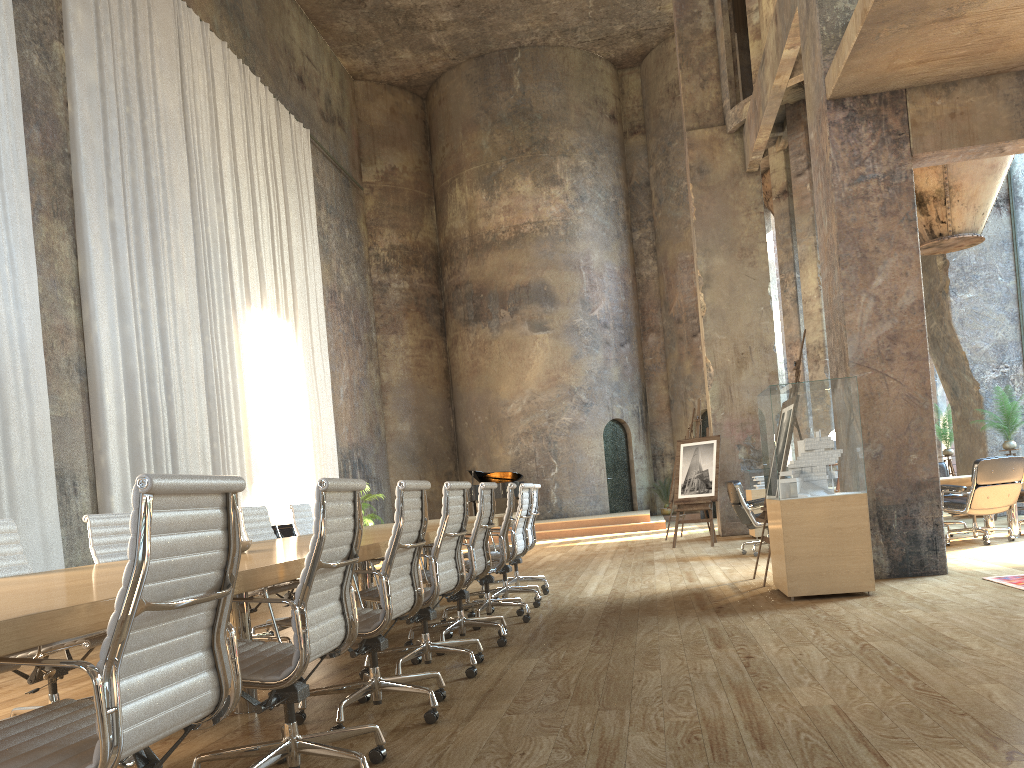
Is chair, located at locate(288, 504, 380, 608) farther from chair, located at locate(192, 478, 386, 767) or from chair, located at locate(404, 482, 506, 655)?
chair, located at locate(192, 478, 386, 767)

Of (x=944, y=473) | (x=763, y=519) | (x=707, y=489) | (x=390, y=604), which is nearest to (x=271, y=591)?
(x=390, y=604)

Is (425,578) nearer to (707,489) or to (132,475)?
(132,475)

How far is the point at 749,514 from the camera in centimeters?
986cm

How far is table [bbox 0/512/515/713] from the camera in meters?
1.7

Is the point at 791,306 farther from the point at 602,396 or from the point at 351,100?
the point at 351,100

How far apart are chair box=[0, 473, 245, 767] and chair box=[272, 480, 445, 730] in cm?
130

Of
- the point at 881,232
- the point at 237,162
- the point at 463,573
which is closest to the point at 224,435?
the point at 237,162

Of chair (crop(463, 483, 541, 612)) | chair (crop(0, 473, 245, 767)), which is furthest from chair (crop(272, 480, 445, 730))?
chair (crop(463, 483, 541, 612))

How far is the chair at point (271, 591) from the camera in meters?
5.4
